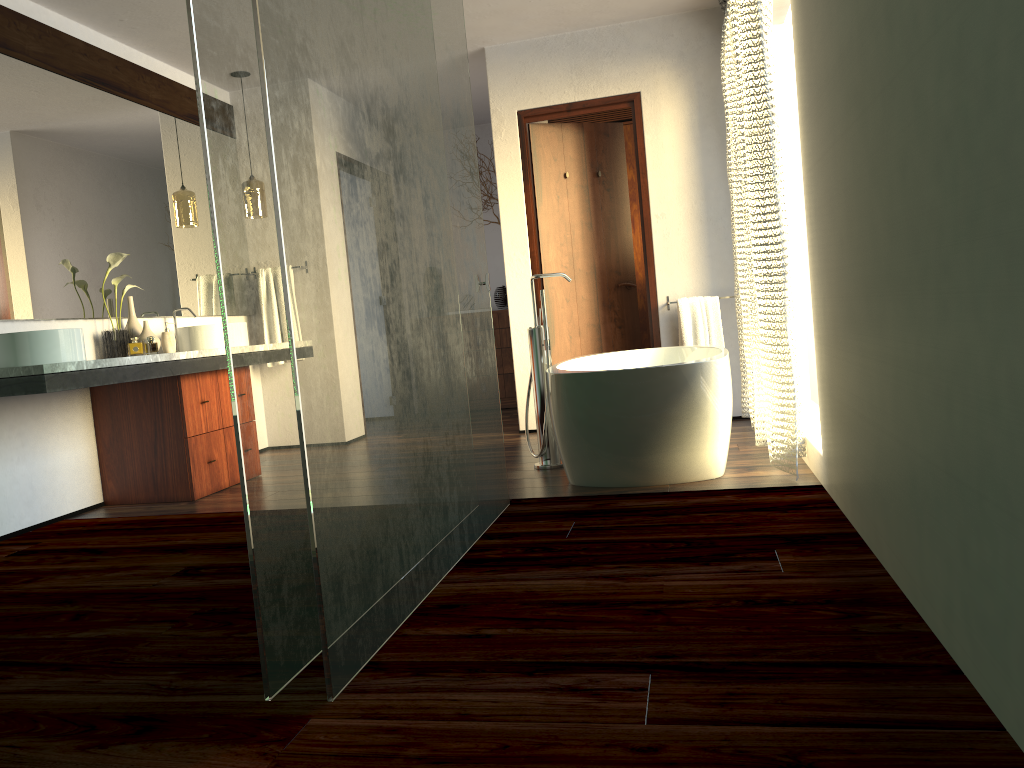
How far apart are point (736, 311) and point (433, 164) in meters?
2.7

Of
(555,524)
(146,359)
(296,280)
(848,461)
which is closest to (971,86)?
(296,280)

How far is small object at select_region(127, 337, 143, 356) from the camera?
4.2 meters

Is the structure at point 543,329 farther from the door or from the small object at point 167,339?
the small object at point 167,339

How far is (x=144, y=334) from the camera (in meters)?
4.28

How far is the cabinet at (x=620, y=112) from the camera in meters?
6.5

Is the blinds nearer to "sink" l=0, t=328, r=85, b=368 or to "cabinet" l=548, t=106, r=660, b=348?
"cabinet" l=548, t=106, r=660, b=348

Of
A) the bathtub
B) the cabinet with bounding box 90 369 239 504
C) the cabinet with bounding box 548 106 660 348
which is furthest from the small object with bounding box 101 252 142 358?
the cabinet with bounding box 548 106 660 348

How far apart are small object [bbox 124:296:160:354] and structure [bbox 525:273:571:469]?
1.9m

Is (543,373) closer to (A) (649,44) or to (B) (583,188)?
(B) (583,188)
